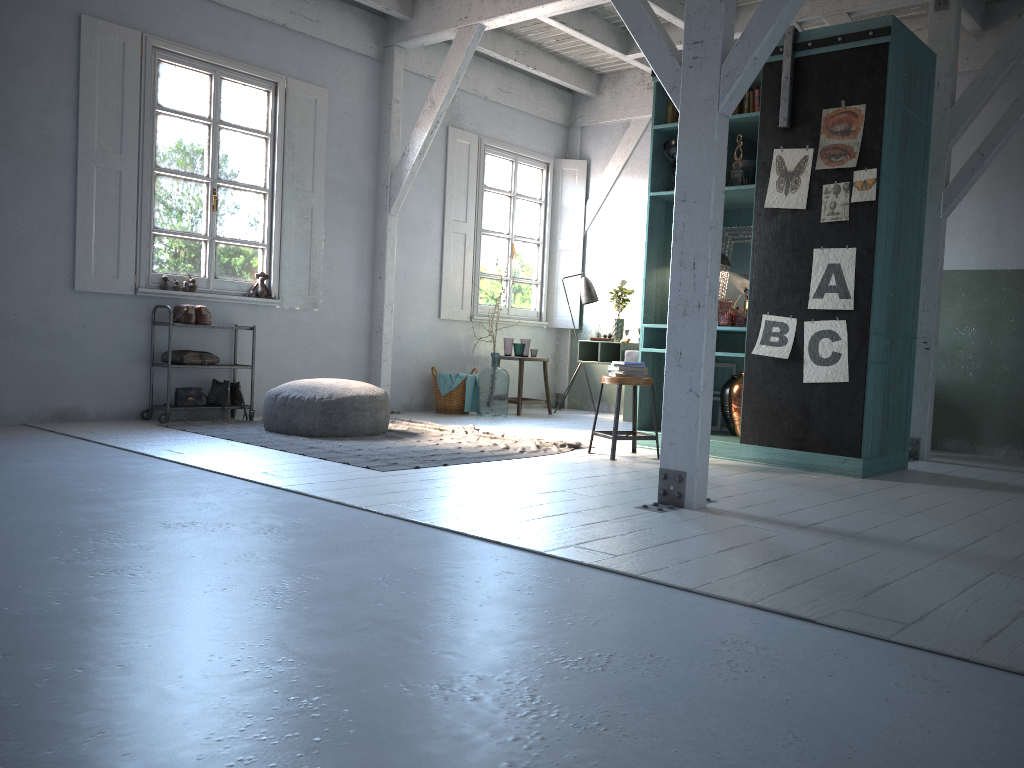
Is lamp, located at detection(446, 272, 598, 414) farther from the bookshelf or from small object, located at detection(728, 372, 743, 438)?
small object, located at detection(728, 372, 743, 438)

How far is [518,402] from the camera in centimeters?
1047cm

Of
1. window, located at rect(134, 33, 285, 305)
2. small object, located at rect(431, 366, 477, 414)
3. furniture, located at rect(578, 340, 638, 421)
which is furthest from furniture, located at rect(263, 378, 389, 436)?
furniture, located at rect(578, 340, 638, 421)

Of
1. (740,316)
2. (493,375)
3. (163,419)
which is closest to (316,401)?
(163,419)

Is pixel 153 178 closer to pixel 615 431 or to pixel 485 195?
pixel 485 195

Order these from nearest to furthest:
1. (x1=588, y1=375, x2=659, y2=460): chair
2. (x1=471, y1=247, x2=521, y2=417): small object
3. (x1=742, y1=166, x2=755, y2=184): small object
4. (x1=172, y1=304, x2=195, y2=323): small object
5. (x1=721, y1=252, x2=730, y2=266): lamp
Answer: (x1=588, y1=375, x2=659, y2=460): chair → (x1=742, y1=166, x2=755, y2=184): small object → (x1=721, y1=252, x2=730, y2=266): lamp → (x1=172, y1=304, x2=195, y2=323): small object → (x1=471, y1=247, x2=521, y2=417): small object

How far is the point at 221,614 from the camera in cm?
281

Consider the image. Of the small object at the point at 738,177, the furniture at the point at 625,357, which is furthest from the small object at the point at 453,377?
the small object at the point at 738,177

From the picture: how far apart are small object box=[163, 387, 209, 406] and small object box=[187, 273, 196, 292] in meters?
1.0 m

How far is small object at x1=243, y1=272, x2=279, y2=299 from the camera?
8.9m
